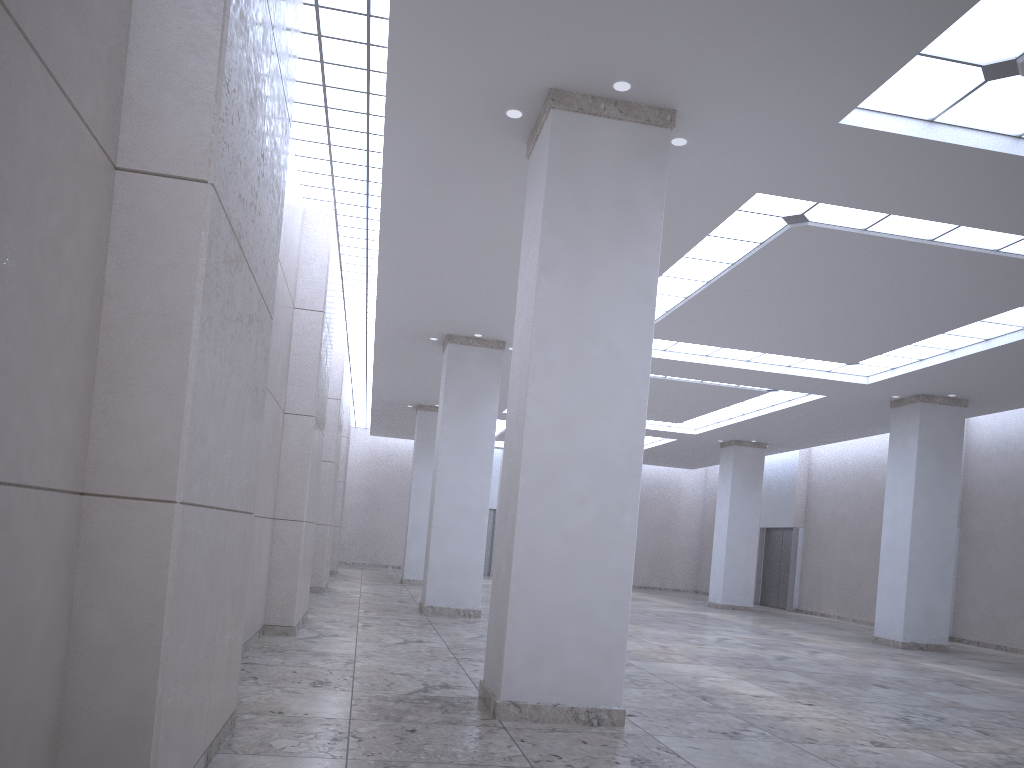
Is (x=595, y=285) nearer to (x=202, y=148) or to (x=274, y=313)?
(x=274, y=313)

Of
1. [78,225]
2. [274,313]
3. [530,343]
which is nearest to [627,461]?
[530,343]
